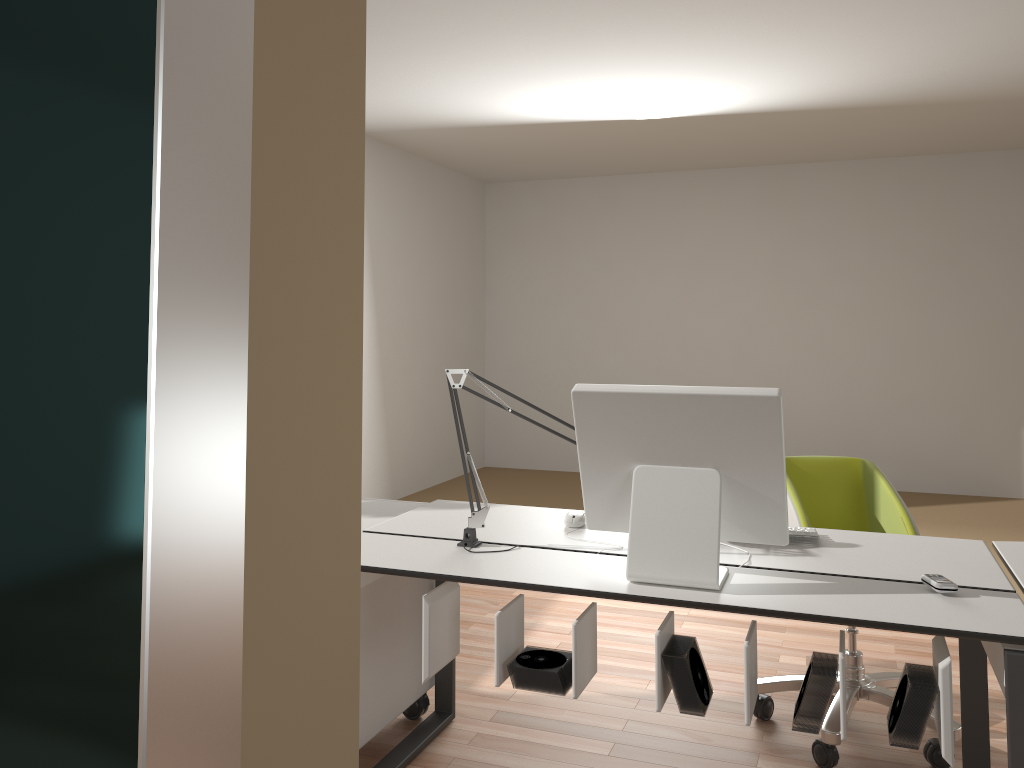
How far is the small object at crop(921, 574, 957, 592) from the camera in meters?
1.9

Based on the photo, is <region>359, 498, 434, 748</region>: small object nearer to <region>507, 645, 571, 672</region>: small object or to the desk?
the desk

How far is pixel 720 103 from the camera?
5.2 meters

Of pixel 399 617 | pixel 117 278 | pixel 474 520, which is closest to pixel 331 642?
pixel 117 278

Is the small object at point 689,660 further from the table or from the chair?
the chair

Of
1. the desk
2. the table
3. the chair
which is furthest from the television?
the chair

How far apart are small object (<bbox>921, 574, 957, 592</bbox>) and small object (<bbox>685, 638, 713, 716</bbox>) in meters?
0.5 m

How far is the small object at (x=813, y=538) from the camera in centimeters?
233cm

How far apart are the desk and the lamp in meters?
0.0 m

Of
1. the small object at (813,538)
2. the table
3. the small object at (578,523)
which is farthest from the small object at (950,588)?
the small object at (578,523)
